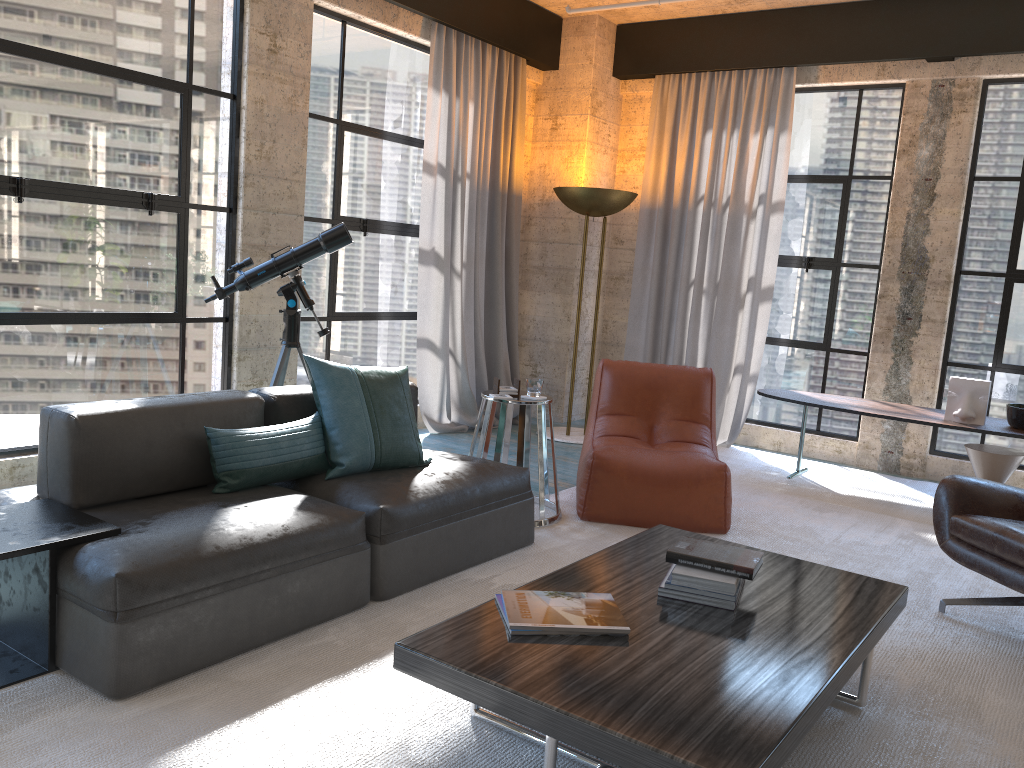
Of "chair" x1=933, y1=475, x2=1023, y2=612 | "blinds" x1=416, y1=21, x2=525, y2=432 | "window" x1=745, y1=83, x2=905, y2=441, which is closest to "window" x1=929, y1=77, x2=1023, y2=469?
"window" x1=745, y1=83, x2=905, y2=441

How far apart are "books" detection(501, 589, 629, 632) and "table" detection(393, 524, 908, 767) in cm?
2

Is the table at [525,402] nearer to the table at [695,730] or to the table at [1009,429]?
the table at [695,730]

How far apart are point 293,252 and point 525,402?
1.4 meters

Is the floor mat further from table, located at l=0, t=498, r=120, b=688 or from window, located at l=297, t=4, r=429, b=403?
window, located at l=297, t=4, r=429, b=403

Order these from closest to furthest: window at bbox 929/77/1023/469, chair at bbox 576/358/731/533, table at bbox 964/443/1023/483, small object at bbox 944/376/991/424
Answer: chair at bbox 576/358/731/533 → table at bbox 964/443/1023/483 → small object at bbox 944/376/991/424 → window at bbox 929/77/1023/469

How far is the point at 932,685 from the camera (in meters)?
2.90

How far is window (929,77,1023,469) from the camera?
5.81m

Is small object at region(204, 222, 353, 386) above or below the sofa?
above

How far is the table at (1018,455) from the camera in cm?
505
